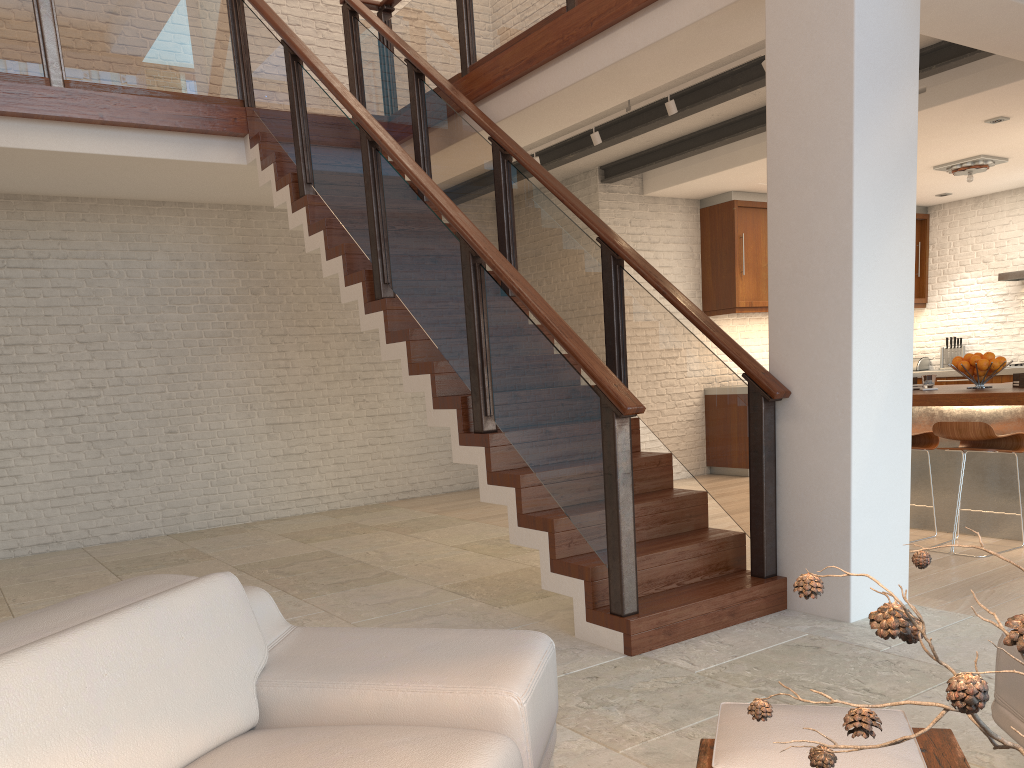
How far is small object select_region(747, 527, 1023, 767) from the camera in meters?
0.8 m

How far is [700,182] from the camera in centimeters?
844cm

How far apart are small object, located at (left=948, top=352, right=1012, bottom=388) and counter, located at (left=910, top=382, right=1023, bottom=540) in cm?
8

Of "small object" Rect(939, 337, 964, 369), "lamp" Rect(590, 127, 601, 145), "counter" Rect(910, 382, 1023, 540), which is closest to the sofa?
"counter" Rect(910, 382, 1023, 540)

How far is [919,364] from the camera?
10.63m

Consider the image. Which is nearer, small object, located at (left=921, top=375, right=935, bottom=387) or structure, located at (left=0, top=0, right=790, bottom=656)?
structure, located at (left=0, top=0, right=790, bottom=656)

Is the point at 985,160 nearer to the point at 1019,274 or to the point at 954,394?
the point at 1019,274

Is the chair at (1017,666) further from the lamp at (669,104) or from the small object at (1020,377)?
the lamp at (669,104)

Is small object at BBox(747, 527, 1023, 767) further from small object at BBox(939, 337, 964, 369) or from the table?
small object at BBox(939, 337, 964, 369)

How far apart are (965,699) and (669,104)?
5.5m
